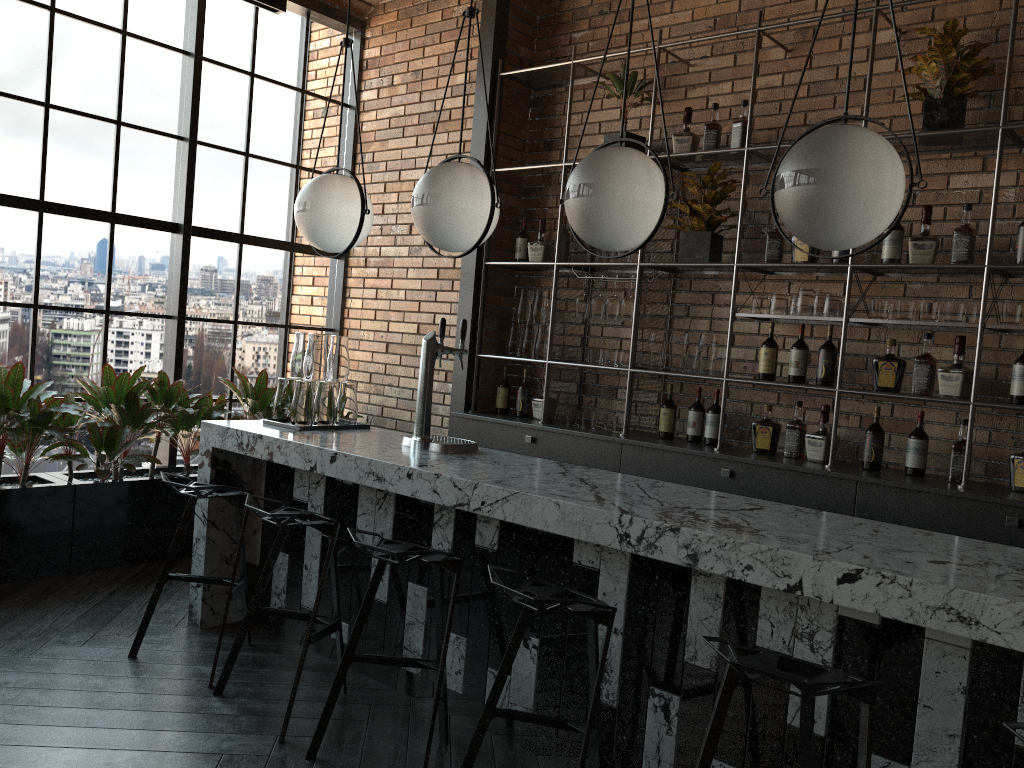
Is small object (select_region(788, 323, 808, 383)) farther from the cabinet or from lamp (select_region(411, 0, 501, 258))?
lamp (select_region(411, 0, 501, 258))

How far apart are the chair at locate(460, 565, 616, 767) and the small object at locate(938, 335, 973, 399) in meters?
2.3 m

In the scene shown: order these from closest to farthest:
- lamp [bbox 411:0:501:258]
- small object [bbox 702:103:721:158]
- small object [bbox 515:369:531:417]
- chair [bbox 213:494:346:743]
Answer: chair [bbox 213:494:346:743], lamp [bbox 411:0:501:258], small object [bbox 702:103:721:158], small object [bbox 515:369:531:417]

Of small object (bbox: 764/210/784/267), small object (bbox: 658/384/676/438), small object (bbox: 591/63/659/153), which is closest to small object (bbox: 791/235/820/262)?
small object (bbox: 764/210/784/267)

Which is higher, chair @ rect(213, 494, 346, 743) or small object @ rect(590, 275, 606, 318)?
small object @ rect(590, 275, 606, 318)

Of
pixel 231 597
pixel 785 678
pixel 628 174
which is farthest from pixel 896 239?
pixel 231 597

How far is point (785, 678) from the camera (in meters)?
1.80

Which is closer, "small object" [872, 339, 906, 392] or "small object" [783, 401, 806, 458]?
"small object" [872, 339, 906, 392]

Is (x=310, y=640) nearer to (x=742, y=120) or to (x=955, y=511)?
(x=955, y=511)

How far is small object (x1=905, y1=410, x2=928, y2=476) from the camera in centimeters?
395cm
